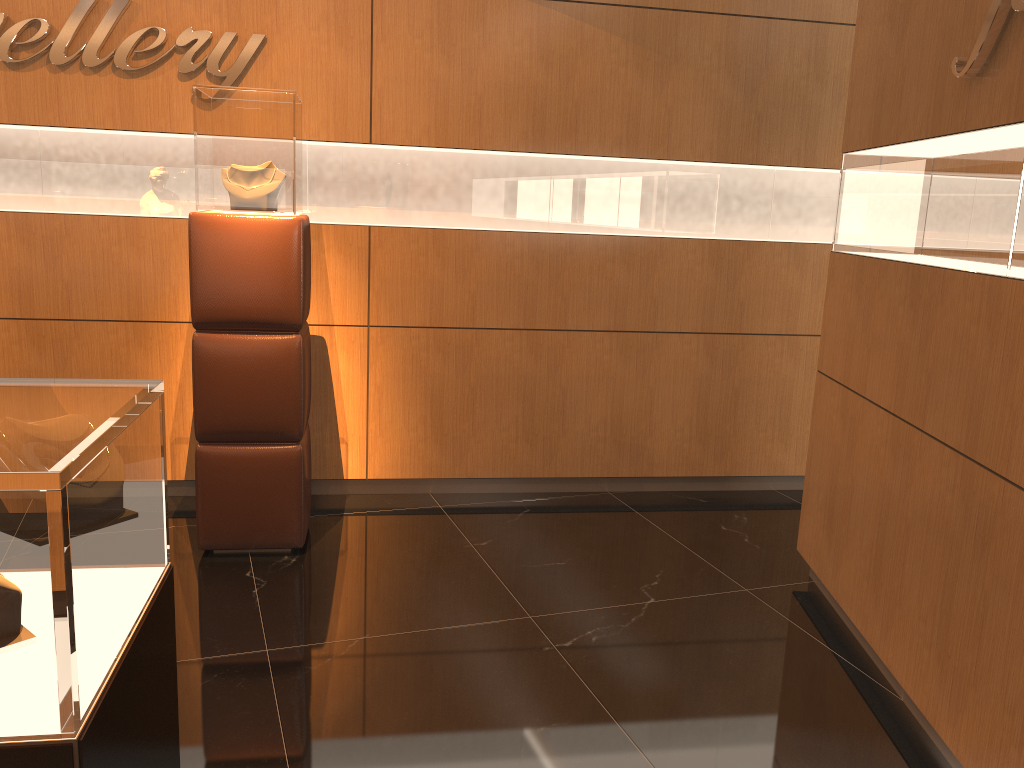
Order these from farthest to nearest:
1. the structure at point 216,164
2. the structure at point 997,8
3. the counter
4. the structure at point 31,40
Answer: the structure at point 31,40, the structure at point 216,164, the structure at point 997,8, the counter

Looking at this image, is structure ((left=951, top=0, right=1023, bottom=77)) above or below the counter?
above

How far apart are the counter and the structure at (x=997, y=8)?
2.3m

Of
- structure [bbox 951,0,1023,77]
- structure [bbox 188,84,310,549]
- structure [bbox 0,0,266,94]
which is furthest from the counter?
structure [bbox 0,0,266,94]

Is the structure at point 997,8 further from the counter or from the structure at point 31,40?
the structure at point 31,40

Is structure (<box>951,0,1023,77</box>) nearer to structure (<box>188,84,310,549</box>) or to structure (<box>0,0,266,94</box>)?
structure (<box>188,84,310,549</box>)

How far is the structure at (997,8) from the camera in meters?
2.4

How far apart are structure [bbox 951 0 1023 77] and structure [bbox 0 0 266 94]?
3.05m

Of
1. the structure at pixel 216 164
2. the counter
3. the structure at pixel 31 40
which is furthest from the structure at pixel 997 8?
the structure at pixel 31 40

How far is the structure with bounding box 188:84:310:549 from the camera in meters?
3.6 m
